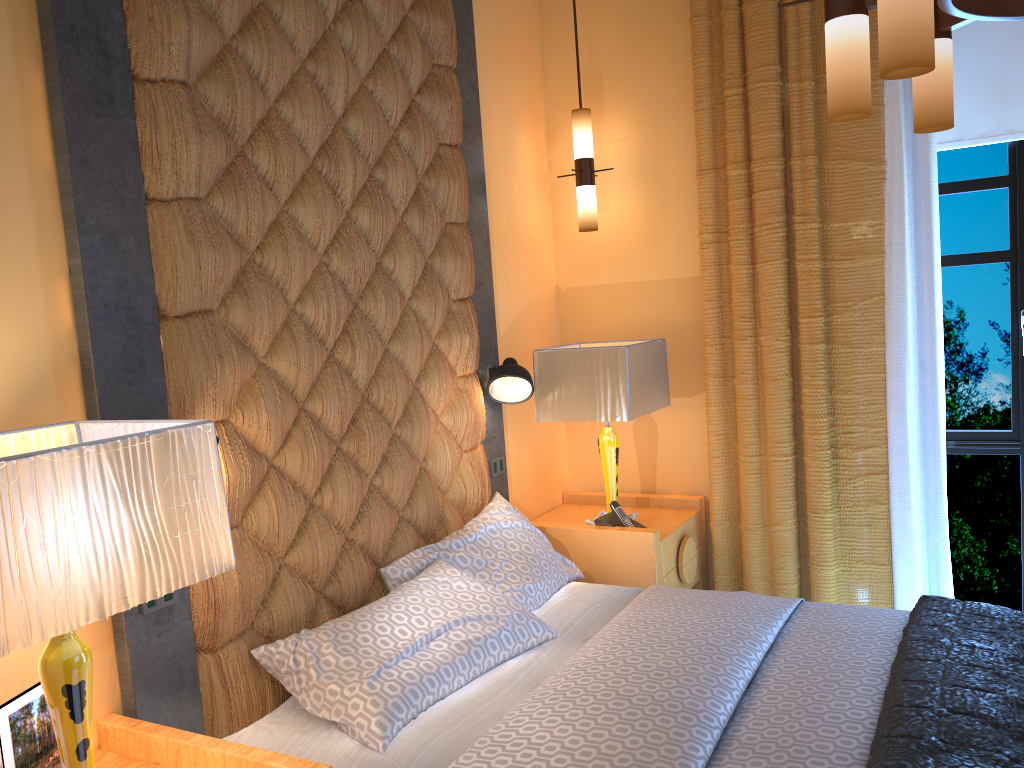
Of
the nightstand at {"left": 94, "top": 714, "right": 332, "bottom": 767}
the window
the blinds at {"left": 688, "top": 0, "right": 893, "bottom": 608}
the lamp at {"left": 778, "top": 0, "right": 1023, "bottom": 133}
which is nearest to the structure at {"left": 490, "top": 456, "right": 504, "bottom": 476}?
the blinds at {"left": 688, "top": 0, "right": 893, "bottom": 608}

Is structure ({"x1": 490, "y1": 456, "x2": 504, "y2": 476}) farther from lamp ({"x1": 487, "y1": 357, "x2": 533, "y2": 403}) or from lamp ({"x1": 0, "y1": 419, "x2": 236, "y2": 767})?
lamp ({"x1": 0, "y1": 419, "x2": 236, "y2": 767})

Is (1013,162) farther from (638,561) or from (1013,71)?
(638,561)

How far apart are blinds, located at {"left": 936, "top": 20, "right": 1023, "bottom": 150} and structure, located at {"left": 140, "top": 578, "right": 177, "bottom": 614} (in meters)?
3.36

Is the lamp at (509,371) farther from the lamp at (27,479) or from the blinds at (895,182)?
the lamp at (27,479)

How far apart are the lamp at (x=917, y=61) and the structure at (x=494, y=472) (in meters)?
2.07

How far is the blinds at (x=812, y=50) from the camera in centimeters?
352cm

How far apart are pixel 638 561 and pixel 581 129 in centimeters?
189cm

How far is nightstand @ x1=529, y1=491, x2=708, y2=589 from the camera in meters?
3.5

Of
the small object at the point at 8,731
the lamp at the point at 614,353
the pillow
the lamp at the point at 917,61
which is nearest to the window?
the lamp at the point at 614,353
